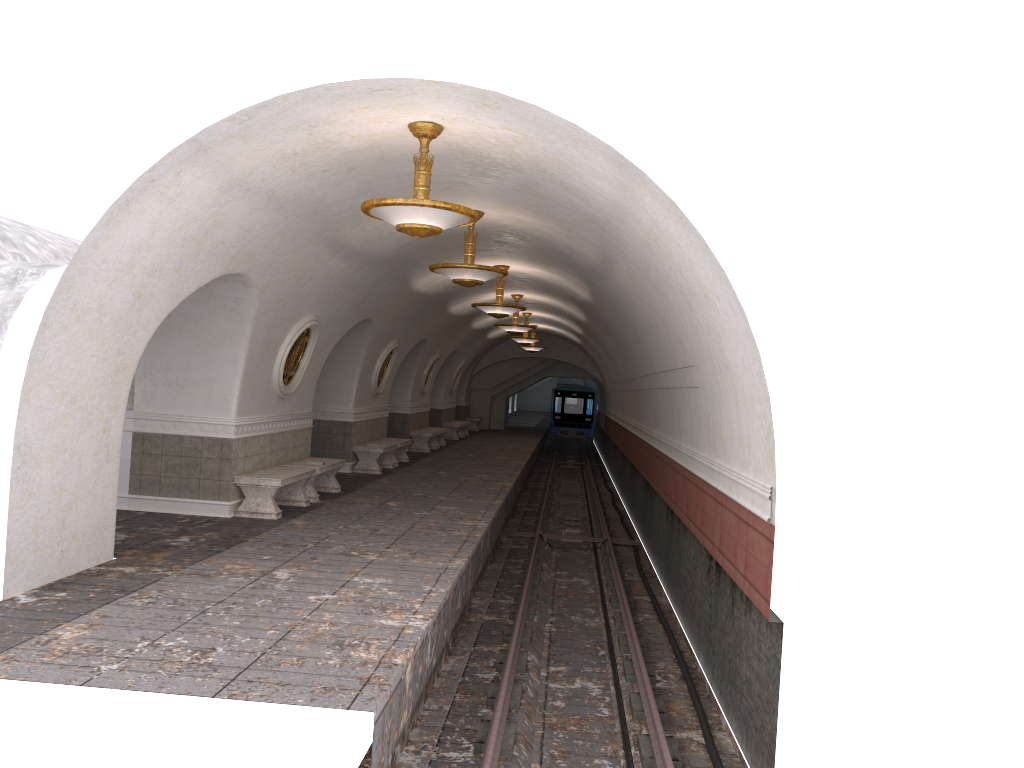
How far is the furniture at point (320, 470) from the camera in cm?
1270

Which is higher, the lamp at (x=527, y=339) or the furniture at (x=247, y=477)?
the lamp at (x=527, y=339)

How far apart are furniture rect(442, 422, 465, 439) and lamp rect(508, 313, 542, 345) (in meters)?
4.71

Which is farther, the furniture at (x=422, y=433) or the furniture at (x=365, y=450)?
the furniture at (x=422, y=433)

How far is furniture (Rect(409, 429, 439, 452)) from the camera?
23.0m

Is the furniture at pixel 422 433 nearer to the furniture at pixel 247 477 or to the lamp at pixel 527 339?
the lamp at pixel 527 339

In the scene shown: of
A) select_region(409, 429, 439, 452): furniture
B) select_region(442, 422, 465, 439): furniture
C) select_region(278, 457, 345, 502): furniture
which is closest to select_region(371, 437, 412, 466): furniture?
select_region(409, 429, 439, 452): furniture

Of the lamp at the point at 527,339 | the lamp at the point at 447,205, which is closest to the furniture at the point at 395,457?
the lamp at the point at 527,339

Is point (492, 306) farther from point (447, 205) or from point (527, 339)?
Answer: point (527, 339)

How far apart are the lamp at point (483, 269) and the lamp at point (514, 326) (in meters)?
9.22
